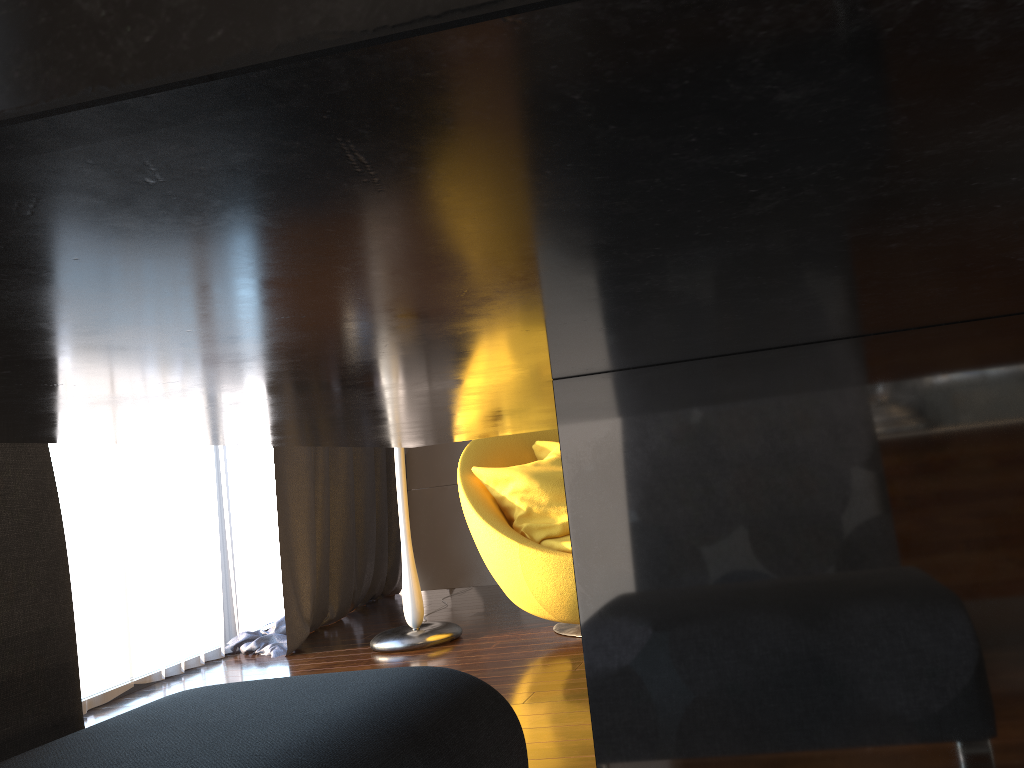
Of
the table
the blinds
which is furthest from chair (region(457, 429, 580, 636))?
the table

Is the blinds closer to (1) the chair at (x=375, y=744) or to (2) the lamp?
(2) the lamp

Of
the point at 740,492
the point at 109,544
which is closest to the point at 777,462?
the point at 740,492

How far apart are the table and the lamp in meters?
3.0 m

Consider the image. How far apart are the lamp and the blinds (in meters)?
0.48

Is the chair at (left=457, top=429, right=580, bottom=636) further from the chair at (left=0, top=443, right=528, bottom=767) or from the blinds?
the chair at (left=0, top=443, right=528, bottom=767)

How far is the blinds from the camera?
3.5m

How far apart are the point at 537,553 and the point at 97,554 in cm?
175

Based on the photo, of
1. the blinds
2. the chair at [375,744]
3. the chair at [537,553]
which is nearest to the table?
the chair at [375,744]

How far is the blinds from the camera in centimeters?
352cm
